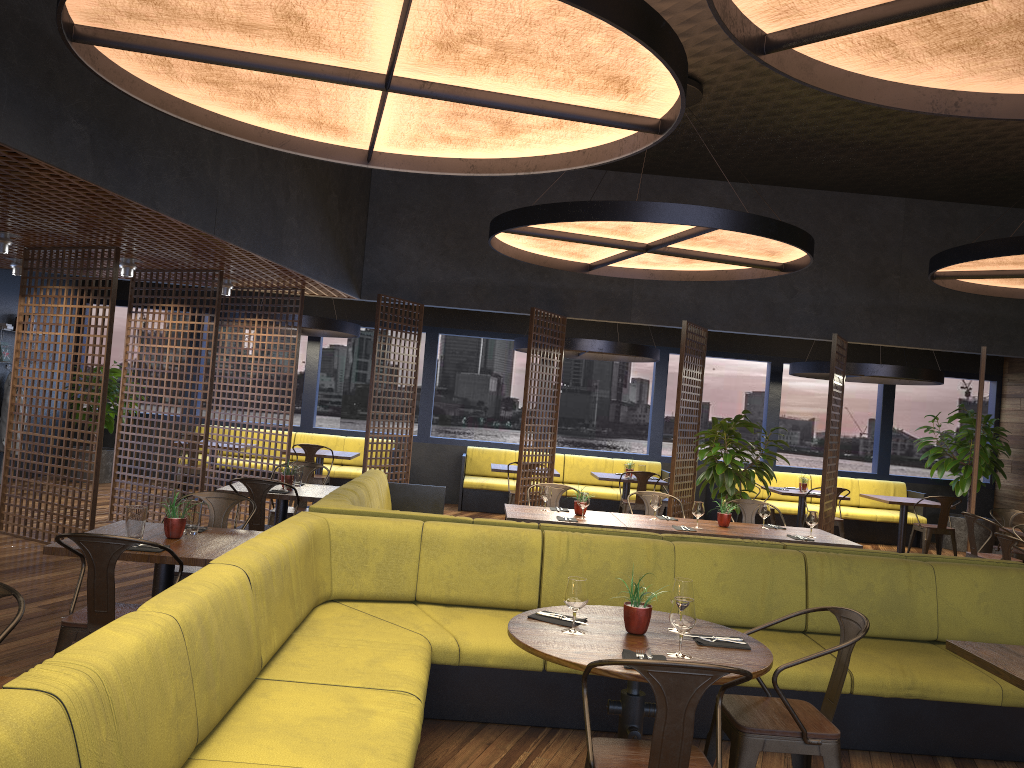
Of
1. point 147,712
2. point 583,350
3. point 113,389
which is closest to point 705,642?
point 147,712

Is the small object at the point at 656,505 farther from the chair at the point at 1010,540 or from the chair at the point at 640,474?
the chair at the point at 640,474

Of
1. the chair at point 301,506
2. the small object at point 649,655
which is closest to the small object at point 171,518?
the small object at point 649,655

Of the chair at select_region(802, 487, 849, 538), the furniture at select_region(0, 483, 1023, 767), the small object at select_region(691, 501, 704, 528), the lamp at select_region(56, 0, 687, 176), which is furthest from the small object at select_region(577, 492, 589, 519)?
the chair at select_region(802, 487, 849, 538)

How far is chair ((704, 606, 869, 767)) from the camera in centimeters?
324cm

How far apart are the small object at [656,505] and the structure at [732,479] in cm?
194

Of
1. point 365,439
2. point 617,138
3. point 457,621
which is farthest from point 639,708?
point 365,439

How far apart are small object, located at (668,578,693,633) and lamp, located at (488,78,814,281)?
3.5 meters

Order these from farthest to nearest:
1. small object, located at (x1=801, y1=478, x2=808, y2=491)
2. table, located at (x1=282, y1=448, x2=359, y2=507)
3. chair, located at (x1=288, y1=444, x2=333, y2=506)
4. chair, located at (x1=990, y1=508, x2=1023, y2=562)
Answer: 1. small object, located at (x1=801, y1=478, x2=808, y2=491)
2. table, located at (x1=282, y1=448, x2=359, y2=507)
3. chair, located at (x1=288, y1=444, x2=333, y2=506)
4. chair, located at (x1=990, y1=508, x2=1023, y2=562)

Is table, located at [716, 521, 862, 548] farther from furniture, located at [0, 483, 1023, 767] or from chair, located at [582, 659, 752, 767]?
chair, located at [582, 659, 752, 767]
